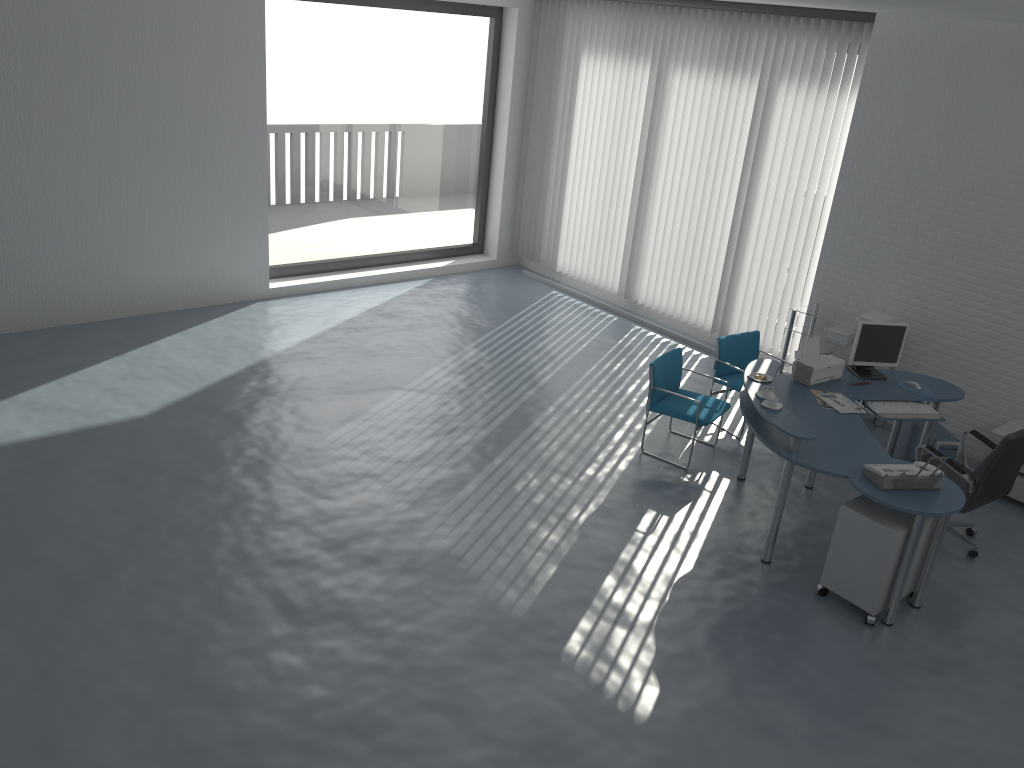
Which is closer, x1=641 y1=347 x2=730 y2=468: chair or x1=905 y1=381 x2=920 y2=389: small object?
x1=905 y1=381 x2=920 y2=389: small object

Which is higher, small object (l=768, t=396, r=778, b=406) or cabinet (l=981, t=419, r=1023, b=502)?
small object (l=768, t=396, r=778, b=406)

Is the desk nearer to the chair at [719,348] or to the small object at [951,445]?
the small object at [951,445]

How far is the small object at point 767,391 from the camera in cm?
548

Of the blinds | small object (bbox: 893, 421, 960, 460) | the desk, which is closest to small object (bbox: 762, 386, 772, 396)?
the desk

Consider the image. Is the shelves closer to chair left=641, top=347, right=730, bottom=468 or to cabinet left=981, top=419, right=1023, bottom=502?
cabinet left=981, top=419, right=1023, bottom=502

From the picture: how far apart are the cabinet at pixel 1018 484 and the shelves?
1.08m

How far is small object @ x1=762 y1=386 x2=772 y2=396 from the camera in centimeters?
548cm

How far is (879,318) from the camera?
7.1 meters

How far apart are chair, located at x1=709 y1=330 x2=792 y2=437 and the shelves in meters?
0.5
